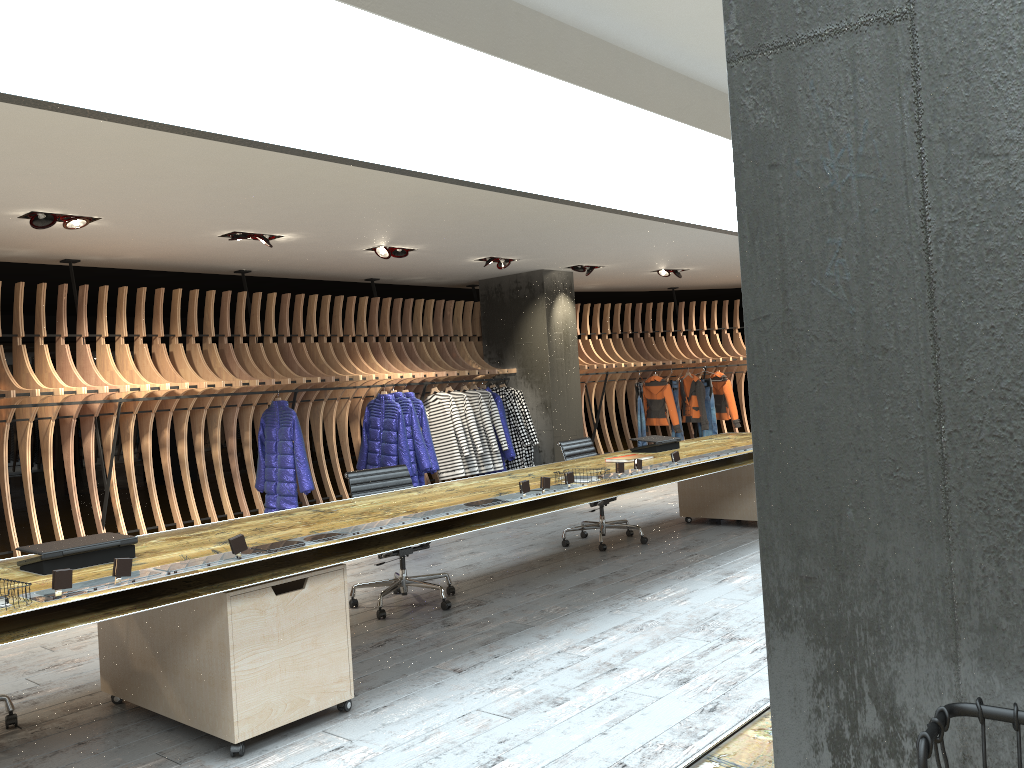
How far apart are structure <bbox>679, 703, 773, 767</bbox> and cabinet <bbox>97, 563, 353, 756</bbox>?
2.37m

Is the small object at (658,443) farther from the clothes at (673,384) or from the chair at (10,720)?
the clothes at (673,384)

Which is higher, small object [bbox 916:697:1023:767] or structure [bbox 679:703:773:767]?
small object [bbox 916:697:1023:767]

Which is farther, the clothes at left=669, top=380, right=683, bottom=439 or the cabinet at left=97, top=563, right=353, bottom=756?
the clothes at left=669, top=380, right=683, bottom=439

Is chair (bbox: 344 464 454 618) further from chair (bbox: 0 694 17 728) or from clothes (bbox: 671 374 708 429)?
clothes (bbox: 671 374 708 429)

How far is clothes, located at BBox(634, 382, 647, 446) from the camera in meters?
13.2 m

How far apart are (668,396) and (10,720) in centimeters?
1045cm

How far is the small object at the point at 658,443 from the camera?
6.9m

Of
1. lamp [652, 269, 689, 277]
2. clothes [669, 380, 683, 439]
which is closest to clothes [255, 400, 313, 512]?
lamp [652, 269, 689, 277]

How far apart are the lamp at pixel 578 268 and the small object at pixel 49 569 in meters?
8.1 m
